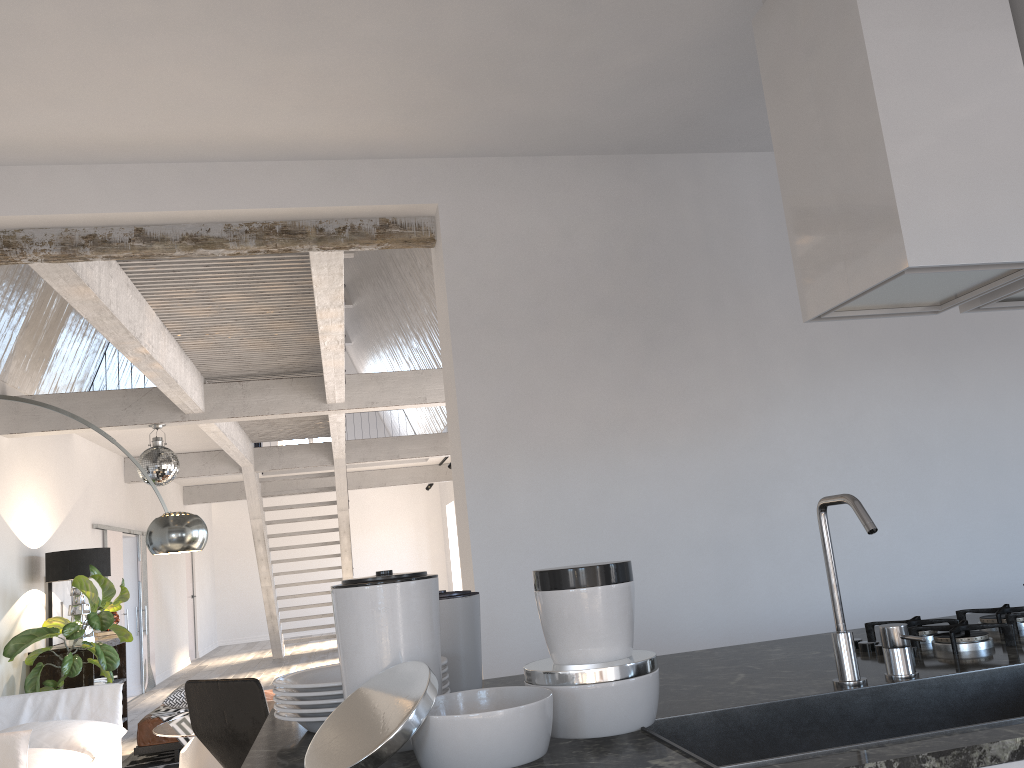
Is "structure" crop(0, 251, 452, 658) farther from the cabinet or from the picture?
the cabinet

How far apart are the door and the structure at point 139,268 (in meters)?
0.82

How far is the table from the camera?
5.2 meters

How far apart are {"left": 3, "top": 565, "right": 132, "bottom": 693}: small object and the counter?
5.8 meters

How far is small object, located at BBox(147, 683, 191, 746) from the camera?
6.7m

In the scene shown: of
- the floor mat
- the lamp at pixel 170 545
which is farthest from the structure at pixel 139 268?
the floor mat

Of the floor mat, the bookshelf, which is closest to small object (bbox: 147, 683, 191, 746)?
the floor mat

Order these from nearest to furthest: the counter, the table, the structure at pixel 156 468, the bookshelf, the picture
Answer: the counter, the table, the structure at pixel 156 468, the bookshelf, the picture

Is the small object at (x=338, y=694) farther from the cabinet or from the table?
the table

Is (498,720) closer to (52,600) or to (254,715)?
(254,715)
